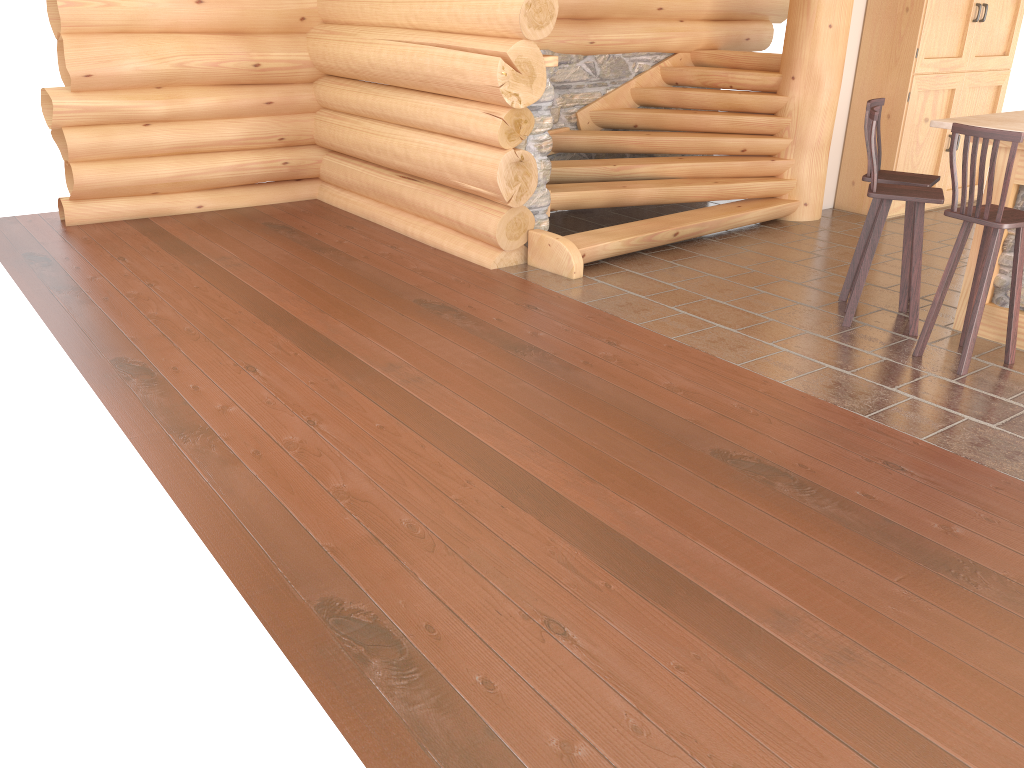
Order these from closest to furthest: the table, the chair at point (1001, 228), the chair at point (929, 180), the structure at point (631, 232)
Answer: the chair at point (1001, 228) → the table → the chair at point (929, 180) → the structure at point (631, 232)

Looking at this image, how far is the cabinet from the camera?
8.05m

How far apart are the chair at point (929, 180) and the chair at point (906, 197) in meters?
0.2

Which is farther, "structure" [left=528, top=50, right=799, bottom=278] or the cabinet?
the cabinet

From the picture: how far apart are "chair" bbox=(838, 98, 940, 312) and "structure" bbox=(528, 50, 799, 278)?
1.6m

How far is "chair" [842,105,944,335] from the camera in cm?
523

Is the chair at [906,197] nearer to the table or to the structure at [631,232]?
the table

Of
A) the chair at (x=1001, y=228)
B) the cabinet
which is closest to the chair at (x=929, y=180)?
the chair at (x=1001, y=228)

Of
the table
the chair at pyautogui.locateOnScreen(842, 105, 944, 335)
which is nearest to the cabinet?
the table

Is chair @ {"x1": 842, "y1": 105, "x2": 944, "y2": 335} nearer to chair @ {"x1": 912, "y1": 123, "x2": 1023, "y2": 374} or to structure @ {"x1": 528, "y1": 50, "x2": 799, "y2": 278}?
chair @ {"x1": 912, "y1": 123, "x2": 1023, "y2": 374}
